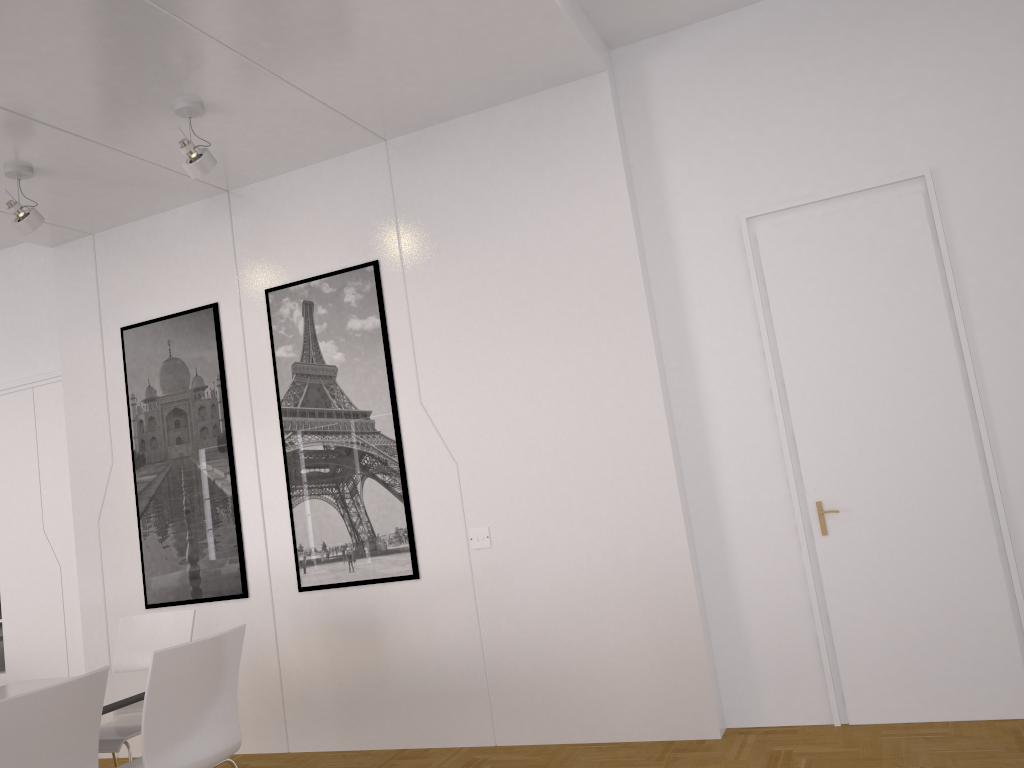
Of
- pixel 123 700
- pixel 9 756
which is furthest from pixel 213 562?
pixel 9 756

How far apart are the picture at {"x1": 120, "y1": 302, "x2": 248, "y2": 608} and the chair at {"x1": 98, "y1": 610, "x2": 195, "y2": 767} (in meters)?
0.81

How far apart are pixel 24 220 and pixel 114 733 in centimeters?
261cm

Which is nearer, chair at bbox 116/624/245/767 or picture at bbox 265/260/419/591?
chair at bbox 116/624/245/767

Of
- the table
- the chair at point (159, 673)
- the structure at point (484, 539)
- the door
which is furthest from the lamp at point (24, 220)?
the door

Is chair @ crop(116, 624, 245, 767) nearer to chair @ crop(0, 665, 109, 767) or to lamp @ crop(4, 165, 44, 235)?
chair @ crop(0, 665, 109, 767)

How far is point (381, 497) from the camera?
4.9m

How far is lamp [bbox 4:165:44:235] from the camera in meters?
4.6

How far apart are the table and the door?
3.0 meters

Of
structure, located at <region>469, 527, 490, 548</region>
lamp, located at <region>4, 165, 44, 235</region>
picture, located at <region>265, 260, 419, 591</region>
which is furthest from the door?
lamp, located at <region>4, 165, 44, 235</region>
